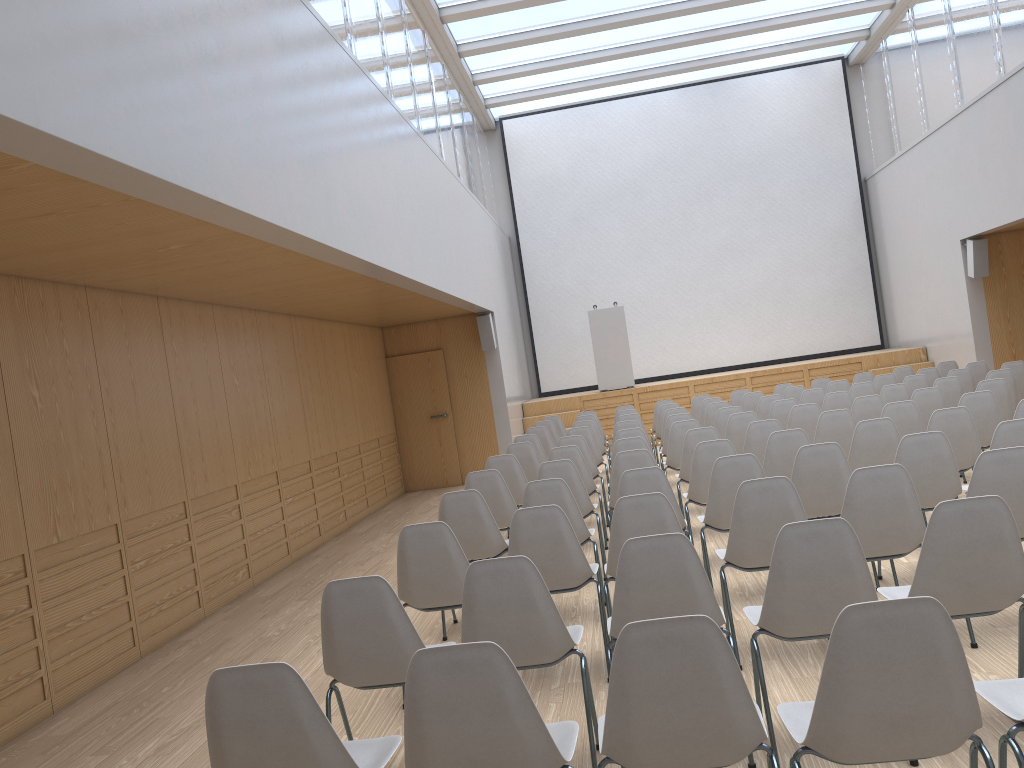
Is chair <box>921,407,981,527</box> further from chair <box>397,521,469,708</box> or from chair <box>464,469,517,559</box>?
chair <box>397,521,469,708</box>

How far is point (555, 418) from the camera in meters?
12.1 m

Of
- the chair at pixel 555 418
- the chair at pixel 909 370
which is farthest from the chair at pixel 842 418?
the chair at pixel 555 418

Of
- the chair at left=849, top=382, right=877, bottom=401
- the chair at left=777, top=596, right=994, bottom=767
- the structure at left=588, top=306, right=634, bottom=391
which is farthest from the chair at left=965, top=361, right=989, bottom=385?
the chair at left=777, top=596, right=994, bottom=767

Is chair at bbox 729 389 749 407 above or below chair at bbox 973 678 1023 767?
above

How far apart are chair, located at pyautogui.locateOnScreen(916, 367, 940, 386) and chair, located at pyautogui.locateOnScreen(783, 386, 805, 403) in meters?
1.5

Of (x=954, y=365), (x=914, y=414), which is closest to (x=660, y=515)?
(x=914, y=414)

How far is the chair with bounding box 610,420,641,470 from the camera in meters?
9.0 m

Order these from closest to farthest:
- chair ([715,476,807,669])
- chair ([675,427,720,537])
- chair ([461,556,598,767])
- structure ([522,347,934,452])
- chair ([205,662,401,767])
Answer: chair ([205,662,401,767]), chair ([461,556,598,767]), chair ([715,476,807,669]), chair ([675,427,720,537]), structure ([522,347,934,452])

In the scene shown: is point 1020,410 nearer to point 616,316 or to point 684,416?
point 684,416
